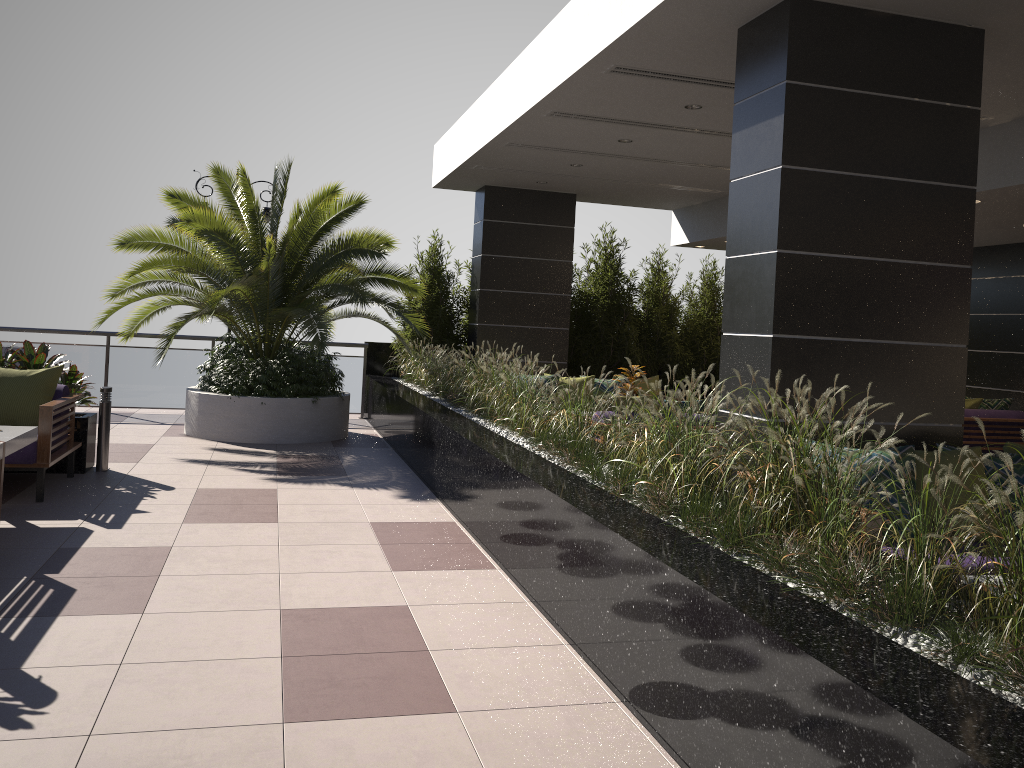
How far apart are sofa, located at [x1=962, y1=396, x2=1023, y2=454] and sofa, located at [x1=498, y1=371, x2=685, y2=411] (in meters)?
3.42

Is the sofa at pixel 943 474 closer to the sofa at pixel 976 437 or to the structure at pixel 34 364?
the sofa at pixel 976 437

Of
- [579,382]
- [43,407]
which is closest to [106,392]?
[43,407]

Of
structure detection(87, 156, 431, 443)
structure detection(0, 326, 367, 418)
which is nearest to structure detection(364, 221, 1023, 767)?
structure detection(0, 326, 367, 418)

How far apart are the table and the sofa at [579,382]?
5.80m

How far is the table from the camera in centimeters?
527cm

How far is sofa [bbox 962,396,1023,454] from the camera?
9.8 meters

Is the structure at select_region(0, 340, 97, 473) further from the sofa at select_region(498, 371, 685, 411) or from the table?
the sofa at select_region(498, 371, 685, 411)

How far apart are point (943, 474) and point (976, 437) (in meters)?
6.08

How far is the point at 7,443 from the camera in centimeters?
527cm
